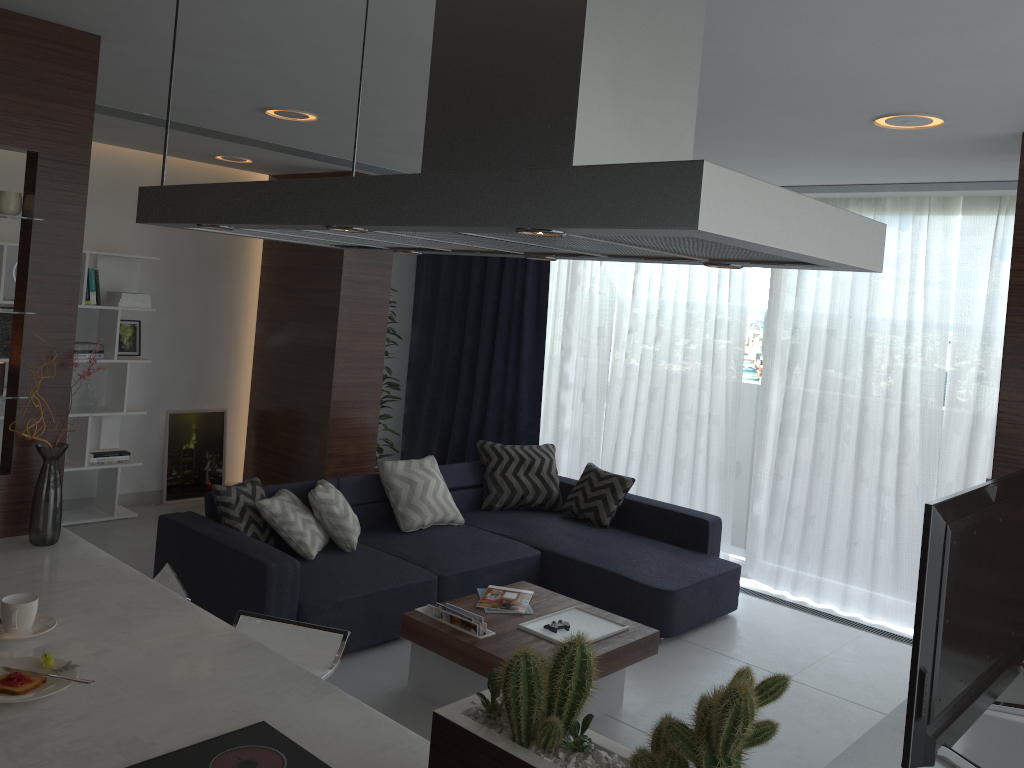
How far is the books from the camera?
3.8m

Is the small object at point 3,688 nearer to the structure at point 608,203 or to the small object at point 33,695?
the small object at point 33,695

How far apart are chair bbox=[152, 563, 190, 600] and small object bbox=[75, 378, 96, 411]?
3.3m

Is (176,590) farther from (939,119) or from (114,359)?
(114,359)

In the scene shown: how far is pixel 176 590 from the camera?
2.9m

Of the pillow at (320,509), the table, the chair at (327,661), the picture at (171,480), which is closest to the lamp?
the pillow at (320,509)

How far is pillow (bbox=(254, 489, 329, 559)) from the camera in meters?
4.5 m

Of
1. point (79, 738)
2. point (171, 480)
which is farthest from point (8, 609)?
point (171, 480)

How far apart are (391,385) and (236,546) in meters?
3.2 m

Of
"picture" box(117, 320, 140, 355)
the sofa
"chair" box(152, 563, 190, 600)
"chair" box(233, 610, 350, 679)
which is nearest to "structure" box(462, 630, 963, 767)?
"chair" box(233, 610, 350, 679)
